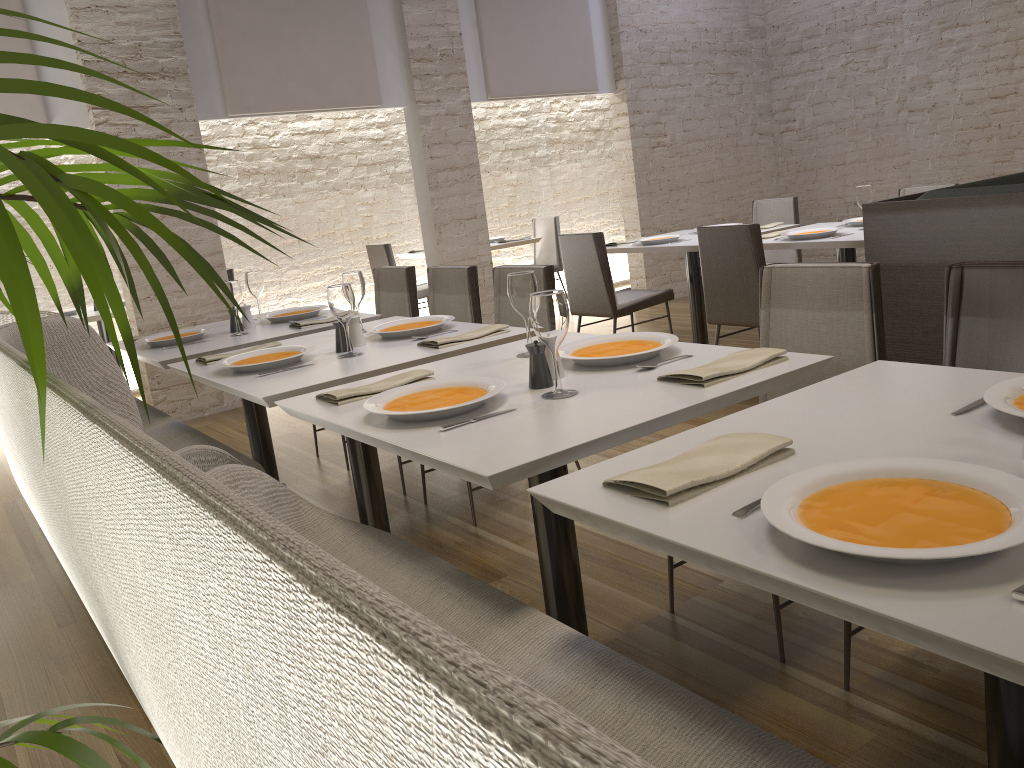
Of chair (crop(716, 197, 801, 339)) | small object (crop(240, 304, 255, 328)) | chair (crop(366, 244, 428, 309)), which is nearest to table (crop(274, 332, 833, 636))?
small object (crop(240, 304, 255, 328))

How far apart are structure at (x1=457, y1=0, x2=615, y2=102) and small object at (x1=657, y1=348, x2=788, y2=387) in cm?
549

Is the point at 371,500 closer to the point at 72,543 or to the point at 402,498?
the point at 402,498

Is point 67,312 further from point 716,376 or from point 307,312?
point 716,376

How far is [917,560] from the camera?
0.96m

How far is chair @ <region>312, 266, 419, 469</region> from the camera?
4.37m

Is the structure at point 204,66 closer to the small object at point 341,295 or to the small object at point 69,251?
the small object at point 341,295

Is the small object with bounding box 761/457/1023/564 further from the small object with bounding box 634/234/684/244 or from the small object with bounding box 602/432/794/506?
the small object with bounding box 634/234/684/244

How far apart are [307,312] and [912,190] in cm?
371

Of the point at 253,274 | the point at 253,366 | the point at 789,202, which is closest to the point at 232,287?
the point at 253,274
